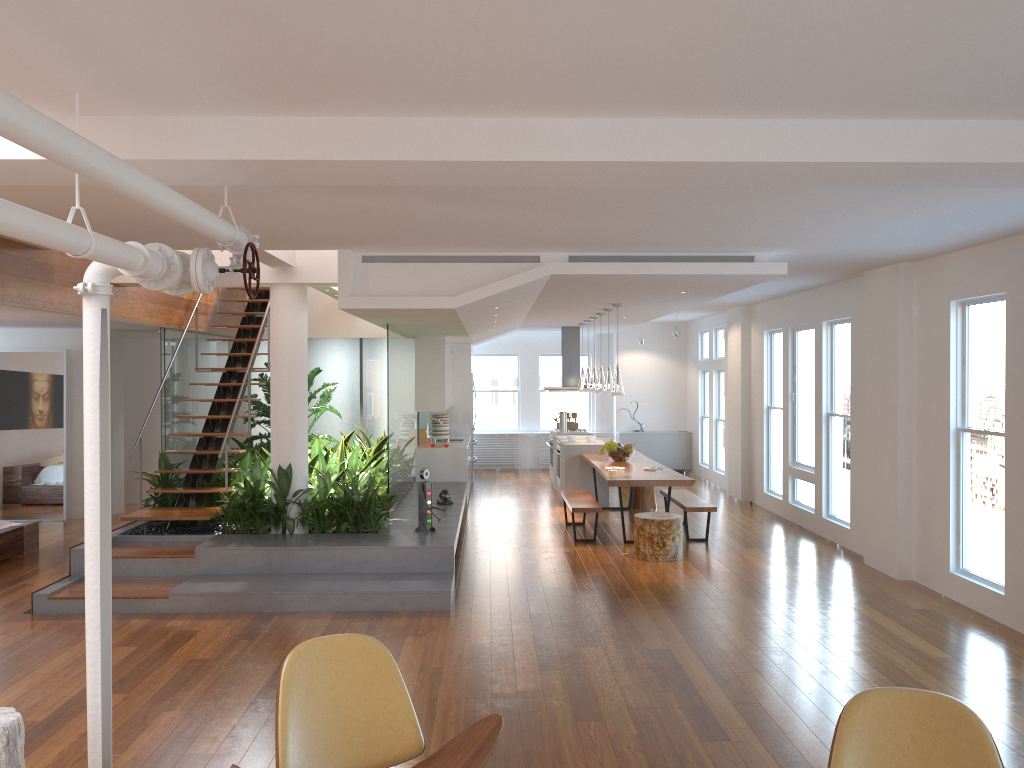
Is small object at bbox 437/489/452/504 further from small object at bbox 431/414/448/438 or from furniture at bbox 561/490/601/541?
small object at bbox 431/414/448/438

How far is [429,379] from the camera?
11.5 meters

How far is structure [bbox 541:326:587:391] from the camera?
14.01m

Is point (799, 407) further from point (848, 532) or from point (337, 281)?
point (337, 281)

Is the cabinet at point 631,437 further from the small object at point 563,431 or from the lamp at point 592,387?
the lamp at point 592,387

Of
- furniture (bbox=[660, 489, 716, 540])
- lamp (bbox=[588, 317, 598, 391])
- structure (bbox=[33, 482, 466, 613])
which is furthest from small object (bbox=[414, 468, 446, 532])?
lamp (bbox=[588, 317, 598, 391])

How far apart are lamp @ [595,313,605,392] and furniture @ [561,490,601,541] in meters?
1.4

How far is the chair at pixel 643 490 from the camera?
11.6 meters

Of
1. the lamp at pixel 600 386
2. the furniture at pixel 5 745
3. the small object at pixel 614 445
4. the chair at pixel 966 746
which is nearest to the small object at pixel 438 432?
the lamp at pixel 600 386

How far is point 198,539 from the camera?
7.73m
